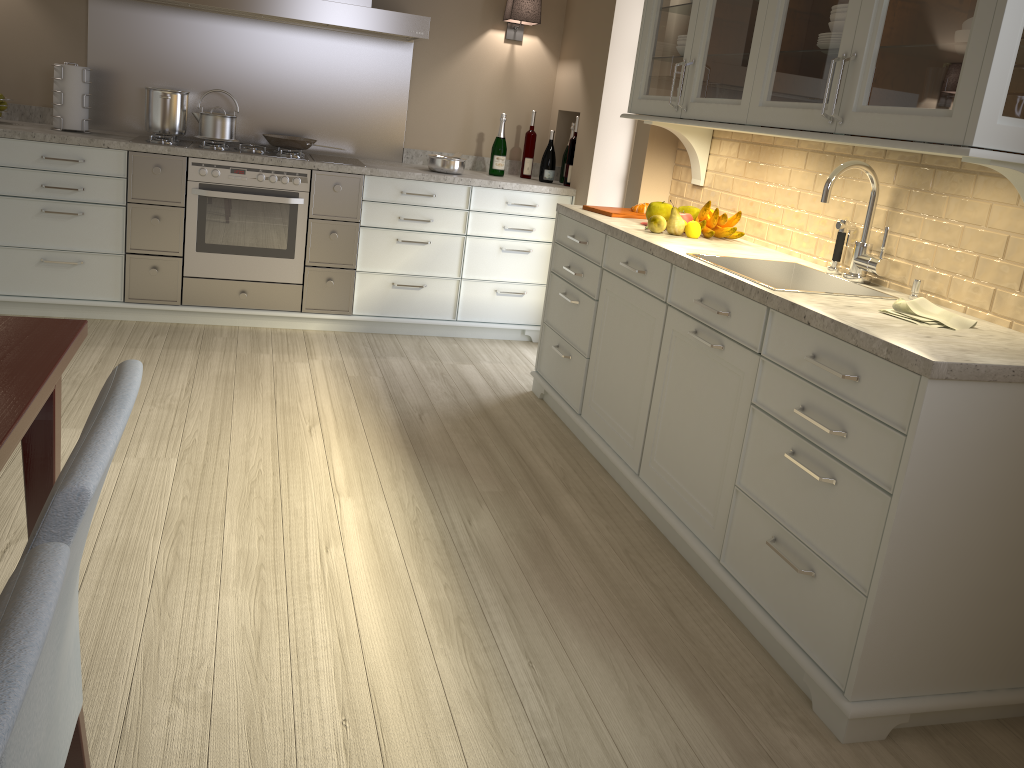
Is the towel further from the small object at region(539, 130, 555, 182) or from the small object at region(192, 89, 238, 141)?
the small object at region(192, 89, 238, 141)

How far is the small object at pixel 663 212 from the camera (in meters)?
3.20

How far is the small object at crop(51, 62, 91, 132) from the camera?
3.9 meters

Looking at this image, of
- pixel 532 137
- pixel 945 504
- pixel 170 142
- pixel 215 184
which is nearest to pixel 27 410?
pixel 945 504

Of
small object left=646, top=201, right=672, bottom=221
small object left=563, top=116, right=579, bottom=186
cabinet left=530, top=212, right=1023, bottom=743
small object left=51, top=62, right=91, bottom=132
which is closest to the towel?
cabinet left=530, top=212, right=1023, bottom=743

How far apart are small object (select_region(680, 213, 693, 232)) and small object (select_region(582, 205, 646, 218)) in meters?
0.3

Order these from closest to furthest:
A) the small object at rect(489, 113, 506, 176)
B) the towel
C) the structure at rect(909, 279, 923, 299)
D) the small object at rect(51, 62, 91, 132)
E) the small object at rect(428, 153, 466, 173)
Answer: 1. the towel
2. the structure at rect(909, 279, 923, 299)
3. the small object at rect(51, 62, 91, 132)
4. the small object at rect(428, 153, 466, 173)
5. the small object at rect(489, 113, 506, 176)

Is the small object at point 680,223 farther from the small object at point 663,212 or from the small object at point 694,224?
the small object at point 663,212

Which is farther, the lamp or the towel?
the lamp

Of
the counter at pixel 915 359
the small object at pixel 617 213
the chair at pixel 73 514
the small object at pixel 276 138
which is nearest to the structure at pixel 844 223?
the counter at pixel 915 359
